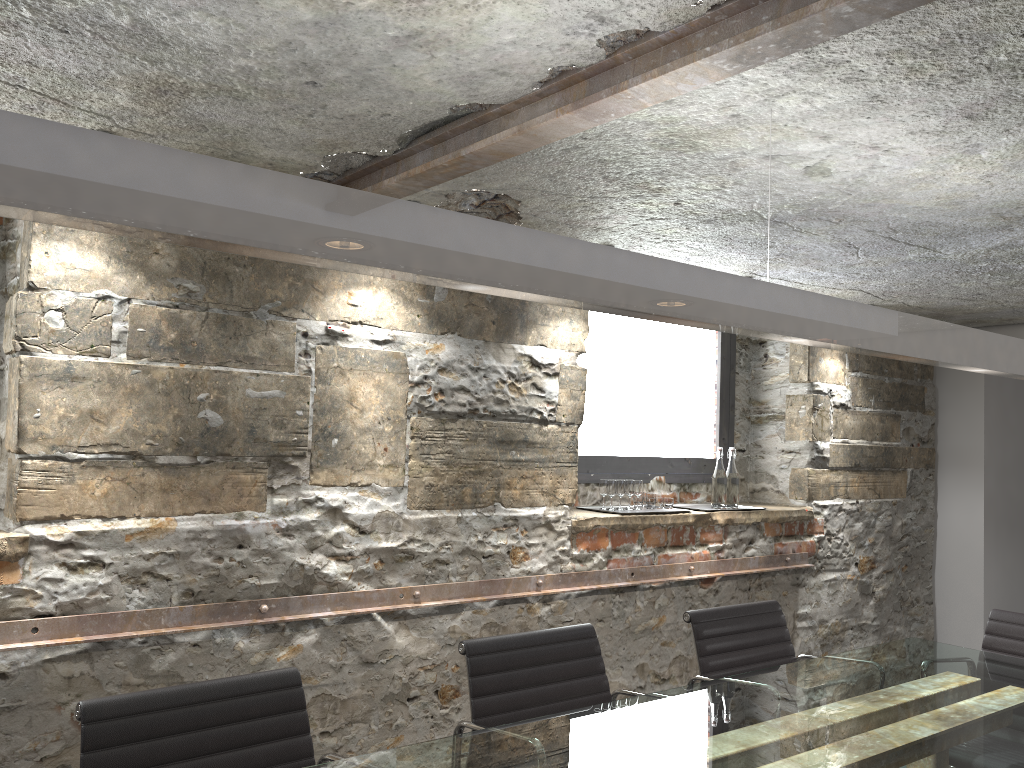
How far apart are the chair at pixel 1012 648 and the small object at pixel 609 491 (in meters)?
1.44

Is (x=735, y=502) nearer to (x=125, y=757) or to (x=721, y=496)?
(x=721, y=496)

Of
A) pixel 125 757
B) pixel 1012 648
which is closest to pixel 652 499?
pixel 1012 648

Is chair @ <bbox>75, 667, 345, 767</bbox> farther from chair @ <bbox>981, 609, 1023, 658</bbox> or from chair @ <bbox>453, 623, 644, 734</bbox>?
chair @ <bbox>981, 609, 1023, 658</bbox>

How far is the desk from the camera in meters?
1.9 m

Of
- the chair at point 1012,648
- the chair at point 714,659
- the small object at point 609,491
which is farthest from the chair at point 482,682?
the chair at point 1012,648

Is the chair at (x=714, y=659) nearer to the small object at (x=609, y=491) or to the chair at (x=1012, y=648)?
the chair at (x=1012, y=648)

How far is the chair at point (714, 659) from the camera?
2.86m

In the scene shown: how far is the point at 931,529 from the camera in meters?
5.4 m

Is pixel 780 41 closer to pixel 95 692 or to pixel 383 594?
pixel 383 594
